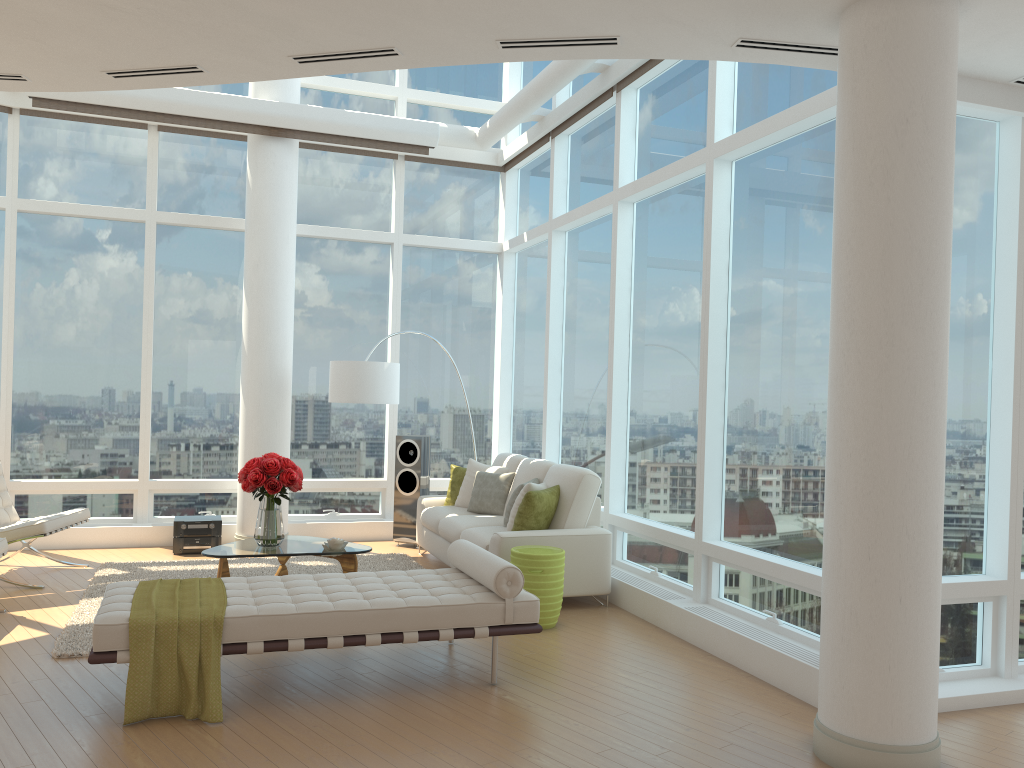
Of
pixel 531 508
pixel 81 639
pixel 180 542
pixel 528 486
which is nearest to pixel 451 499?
pixel 528 486

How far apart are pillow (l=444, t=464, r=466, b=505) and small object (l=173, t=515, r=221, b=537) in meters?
2.2

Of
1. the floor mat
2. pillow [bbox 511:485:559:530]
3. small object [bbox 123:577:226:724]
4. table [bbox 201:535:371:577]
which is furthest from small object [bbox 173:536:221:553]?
small object [bbox 123:577:226:724]

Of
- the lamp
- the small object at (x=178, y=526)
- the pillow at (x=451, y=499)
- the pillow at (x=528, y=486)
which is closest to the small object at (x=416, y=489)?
the pillow at (x=451, y=499)

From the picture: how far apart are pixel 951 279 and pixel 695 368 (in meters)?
1.94

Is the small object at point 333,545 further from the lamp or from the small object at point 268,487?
the lamp

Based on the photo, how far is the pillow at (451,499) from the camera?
8.7m

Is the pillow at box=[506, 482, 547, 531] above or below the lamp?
below

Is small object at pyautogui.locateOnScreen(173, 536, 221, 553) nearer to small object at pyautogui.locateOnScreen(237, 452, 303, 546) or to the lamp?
the lamp

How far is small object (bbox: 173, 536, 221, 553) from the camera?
8.4 meters
